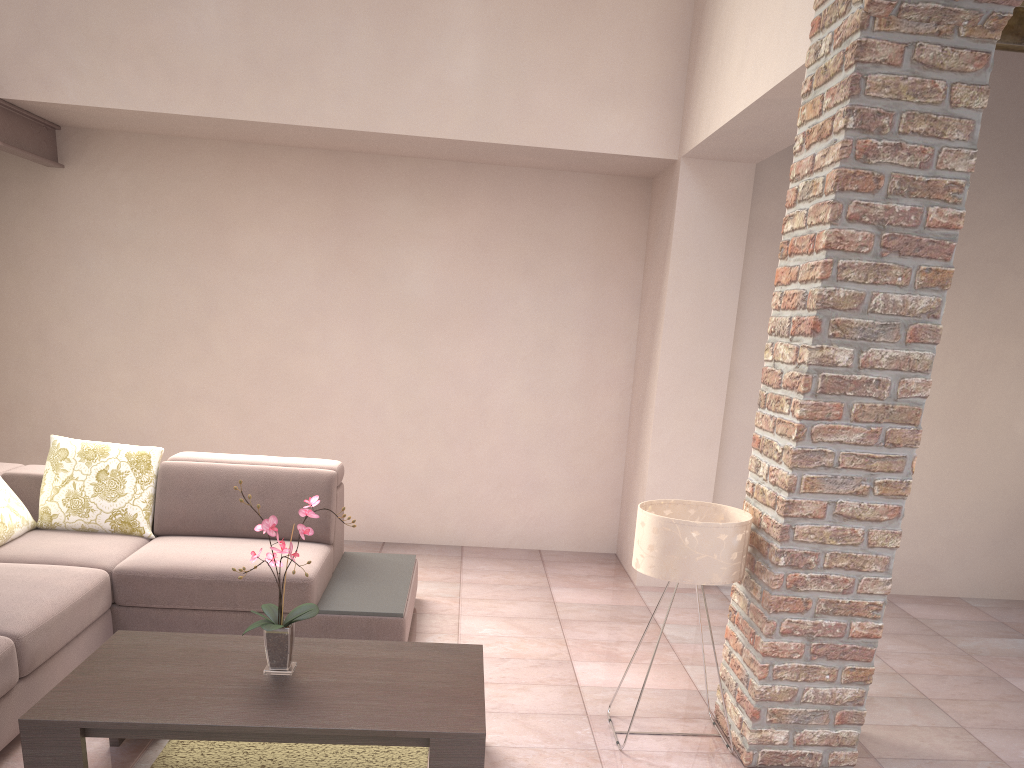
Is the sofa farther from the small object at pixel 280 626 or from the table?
the small object at pixel 280 626

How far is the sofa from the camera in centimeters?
309cm

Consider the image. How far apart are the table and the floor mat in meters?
0.2 m

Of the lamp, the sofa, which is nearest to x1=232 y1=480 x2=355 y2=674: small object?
the sofa

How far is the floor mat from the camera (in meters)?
2.90

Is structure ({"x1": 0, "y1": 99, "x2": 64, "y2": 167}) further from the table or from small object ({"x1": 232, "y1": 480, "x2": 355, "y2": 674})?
small object ({"x1": 232, "y1": 480, "x2": 355, "y2": 674})

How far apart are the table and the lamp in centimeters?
63cm

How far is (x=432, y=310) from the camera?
5.2 meters

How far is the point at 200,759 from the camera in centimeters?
290cm

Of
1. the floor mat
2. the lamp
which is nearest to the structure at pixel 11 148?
the floor mat
